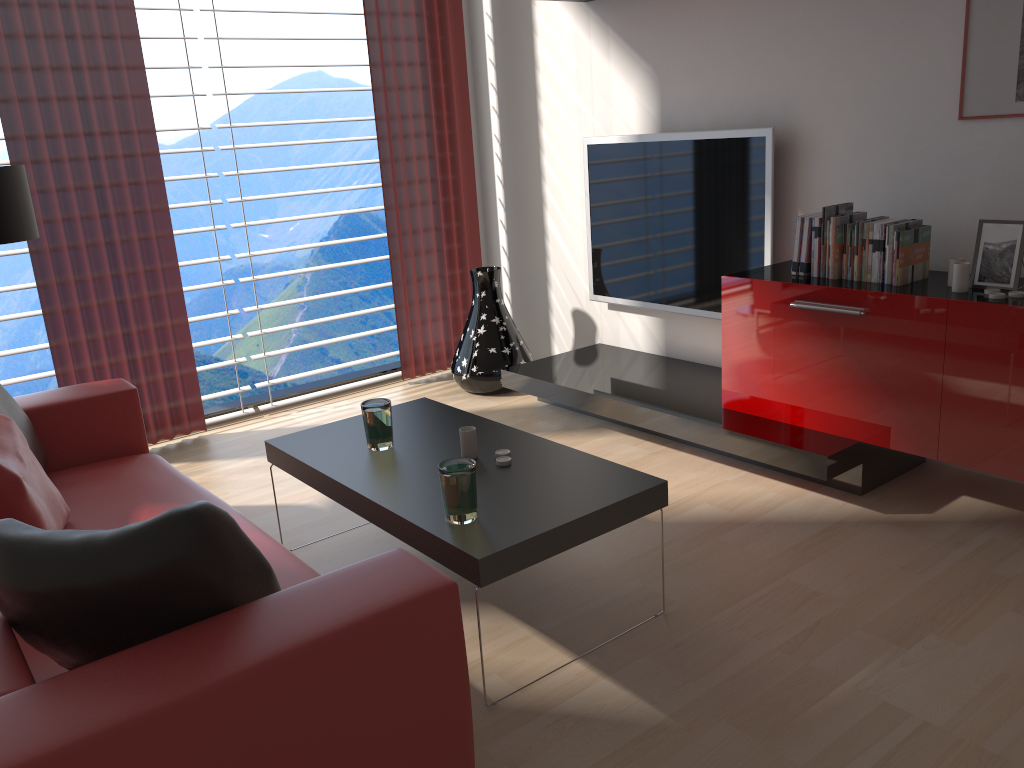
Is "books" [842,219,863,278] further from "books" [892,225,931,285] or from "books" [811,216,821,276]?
"books" [892,225,931,285]

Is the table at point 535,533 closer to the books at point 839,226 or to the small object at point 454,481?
the small object at point 454,481

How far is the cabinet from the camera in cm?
389

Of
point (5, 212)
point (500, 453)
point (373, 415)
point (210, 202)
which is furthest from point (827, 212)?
point (5, 212)

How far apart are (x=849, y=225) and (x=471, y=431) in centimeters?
227cm

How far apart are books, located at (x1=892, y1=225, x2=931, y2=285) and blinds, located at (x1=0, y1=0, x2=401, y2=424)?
4.30m

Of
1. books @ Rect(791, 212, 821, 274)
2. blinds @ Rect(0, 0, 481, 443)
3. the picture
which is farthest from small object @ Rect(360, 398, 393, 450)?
the picture

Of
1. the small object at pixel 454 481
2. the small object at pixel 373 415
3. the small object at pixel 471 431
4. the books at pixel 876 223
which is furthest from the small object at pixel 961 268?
the small object at pixel 373 415

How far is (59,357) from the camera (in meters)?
5.64

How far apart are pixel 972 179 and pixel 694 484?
2.1 meters
